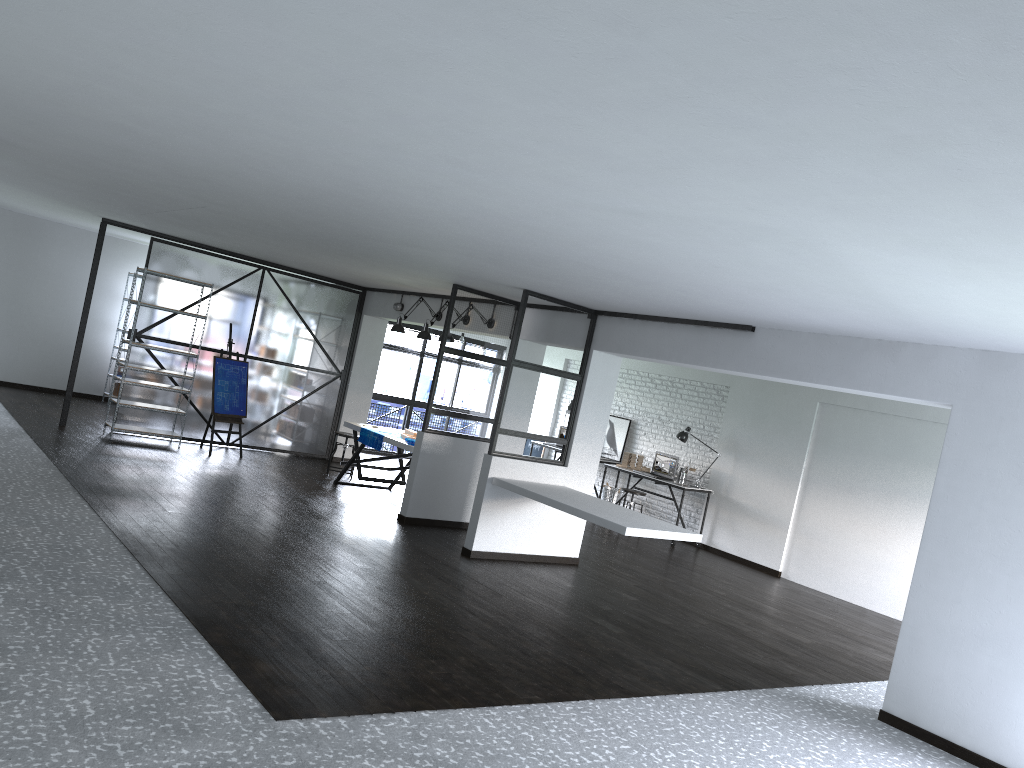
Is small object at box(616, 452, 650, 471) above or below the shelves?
above

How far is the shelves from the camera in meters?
9.4

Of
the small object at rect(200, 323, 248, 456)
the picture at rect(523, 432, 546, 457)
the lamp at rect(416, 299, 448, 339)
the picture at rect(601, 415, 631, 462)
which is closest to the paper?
the lamp at rect(416, 299, 448, 339)

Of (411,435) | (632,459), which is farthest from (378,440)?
(632,459)

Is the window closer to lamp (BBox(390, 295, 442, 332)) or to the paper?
lamp (BBox(390, 295, 442, 332))

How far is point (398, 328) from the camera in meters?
9.7 m

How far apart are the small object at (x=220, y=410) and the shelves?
0.3 meters

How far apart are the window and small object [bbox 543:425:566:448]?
2.27m

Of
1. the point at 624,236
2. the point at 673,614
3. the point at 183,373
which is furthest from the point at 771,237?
the point at 183,373

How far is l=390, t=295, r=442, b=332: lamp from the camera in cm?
968
